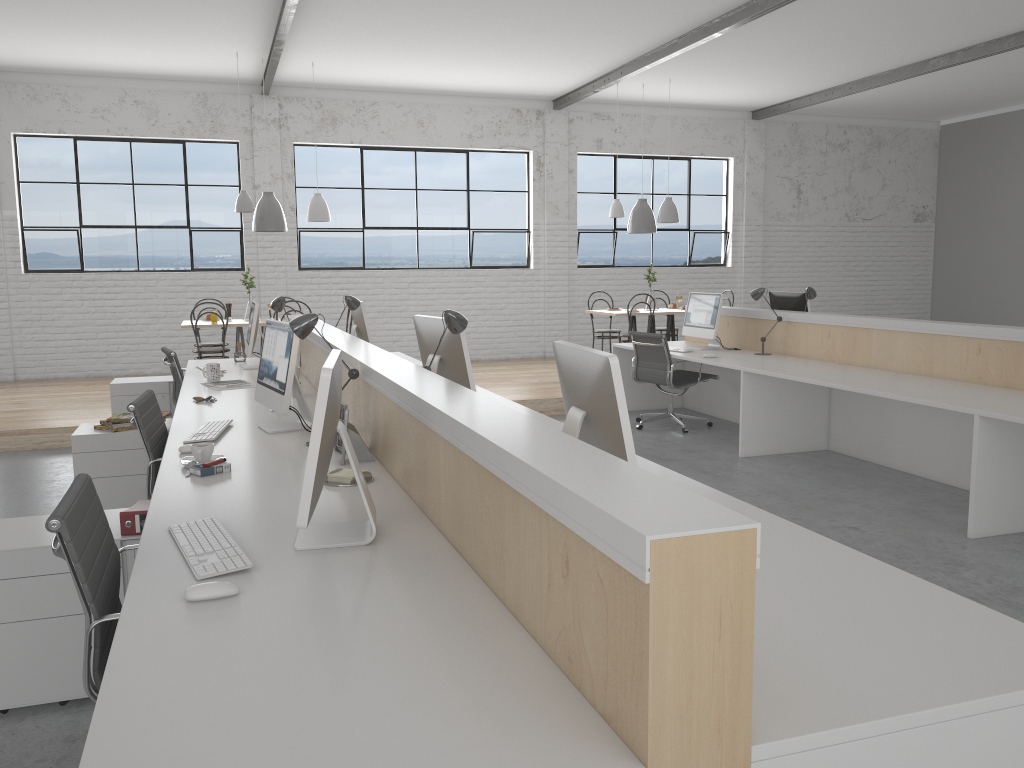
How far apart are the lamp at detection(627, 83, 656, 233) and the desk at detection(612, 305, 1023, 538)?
1.7 meters

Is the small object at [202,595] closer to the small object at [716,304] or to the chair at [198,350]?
the small object at [716,304]

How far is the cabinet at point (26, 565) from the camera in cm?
205

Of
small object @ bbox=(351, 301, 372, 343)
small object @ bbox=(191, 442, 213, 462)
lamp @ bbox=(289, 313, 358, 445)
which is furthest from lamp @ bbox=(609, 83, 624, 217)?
small object @ bbox=(191, 442, 213, 462)

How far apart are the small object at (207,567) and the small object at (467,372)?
1.3m

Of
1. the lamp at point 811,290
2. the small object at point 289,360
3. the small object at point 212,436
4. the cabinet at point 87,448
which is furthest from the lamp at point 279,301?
the lamp at point 811,290

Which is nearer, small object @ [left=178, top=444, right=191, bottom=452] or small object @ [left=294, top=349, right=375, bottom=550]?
small object @ [left=294, top=349, right=375, bottom=550]

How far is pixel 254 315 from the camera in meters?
4.7

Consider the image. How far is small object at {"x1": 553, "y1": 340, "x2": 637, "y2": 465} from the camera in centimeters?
176cm

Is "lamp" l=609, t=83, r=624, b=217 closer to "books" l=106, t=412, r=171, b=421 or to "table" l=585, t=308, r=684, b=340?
"table" l=585, t=308, r=684, b=340
